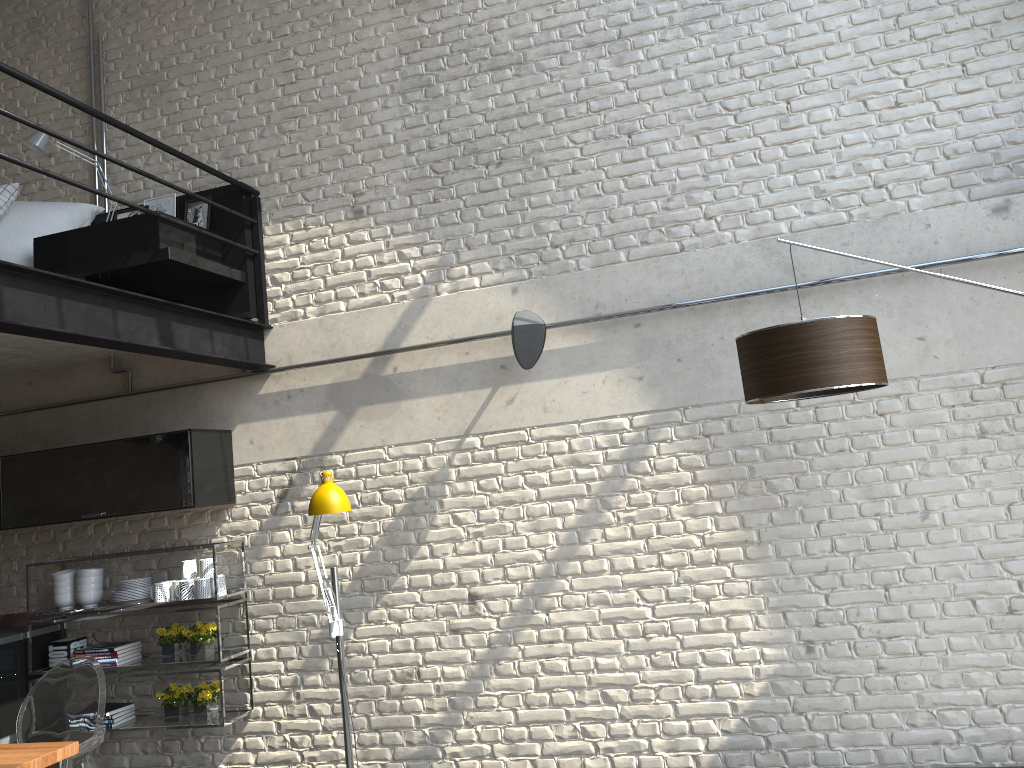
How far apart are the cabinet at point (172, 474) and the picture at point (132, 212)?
1.4m

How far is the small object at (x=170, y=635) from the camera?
4.9 meters

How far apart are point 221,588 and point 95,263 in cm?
187

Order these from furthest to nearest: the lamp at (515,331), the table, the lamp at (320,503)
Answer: the lamp at (515,331), the lamp at (320,503), the table

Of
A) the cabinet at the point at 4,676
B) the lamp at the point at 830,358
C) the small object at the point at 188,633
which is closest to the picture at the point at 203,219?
the small object at the point at 188,633

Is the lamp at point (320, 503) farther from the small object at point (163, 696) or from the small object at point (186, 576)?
the small object at point (163, 696)

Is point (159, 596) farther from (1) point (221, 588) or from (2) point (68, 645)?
(2) point (68, 645)

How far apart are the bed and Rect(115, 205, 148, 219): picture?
0.1 meters

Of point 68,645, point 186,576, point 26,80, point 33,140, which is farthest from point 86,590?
point 26,80

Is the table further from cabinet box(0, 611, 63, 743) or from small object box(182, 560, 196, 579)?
cabinet box(0, 611, 63, 743)
